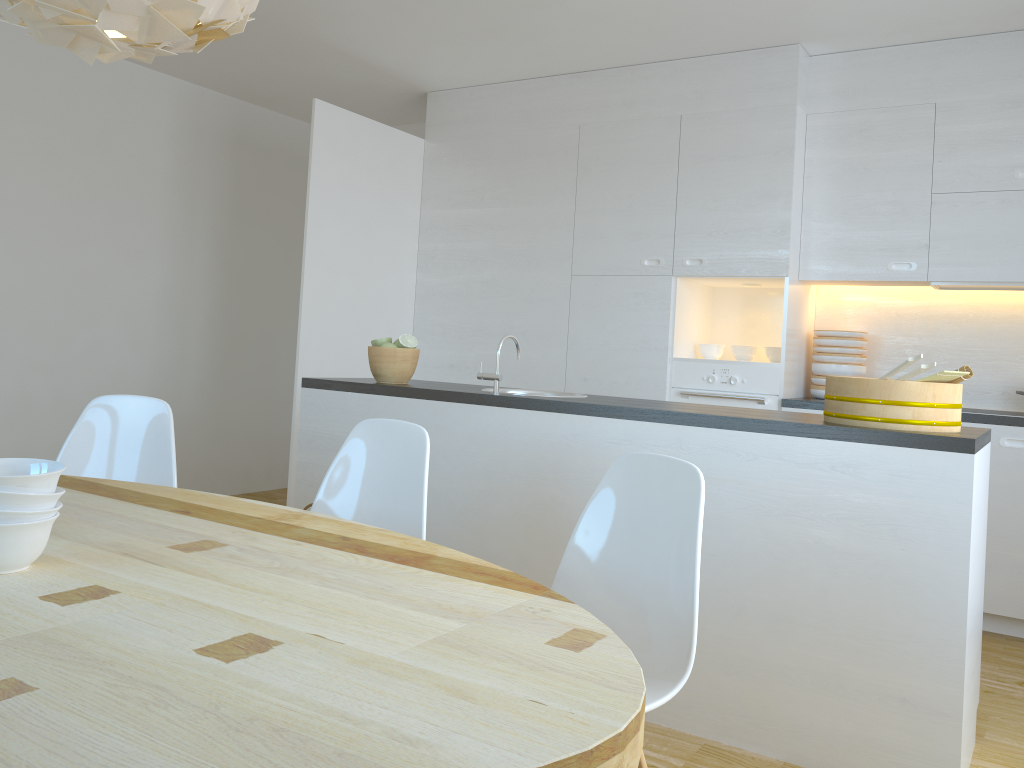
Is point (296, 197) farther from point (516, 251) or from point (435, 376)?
point (516, 251)

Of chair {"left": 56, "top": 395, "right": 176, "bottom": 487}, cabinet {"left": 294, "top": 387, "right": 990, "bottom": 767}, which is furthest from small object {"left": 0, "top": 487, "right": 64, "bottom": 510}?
cabinet {"left": 294, "top": 387, "right": 990, "bottom": 767}

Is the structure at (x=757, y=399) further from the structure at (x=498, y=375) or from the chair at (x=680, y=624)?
the chair at (x=680, y=624)

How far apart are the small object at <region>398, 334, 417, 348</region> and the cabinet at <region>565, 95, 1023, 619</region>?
1.6m

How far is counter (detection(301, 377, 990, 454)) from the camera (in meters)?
2.37

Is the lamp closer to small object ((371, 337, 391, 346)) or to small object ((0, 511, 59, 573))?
small object ((0, 511, 59, 573))

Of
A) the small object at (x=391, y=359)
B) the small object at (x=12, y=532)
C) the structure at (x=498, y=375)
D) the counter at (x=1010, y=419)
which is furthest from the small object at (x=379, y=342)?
the small object at (x=12, y=532)

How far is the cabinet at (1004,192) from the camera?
4.0 meters

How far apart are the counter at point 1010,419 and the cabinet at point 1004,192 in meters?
0.0 m

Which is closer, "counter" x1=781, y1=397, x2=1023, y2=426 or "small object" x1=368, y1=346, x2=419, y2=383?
"small object" x1=368, y1=346, x2=419, y2=383
